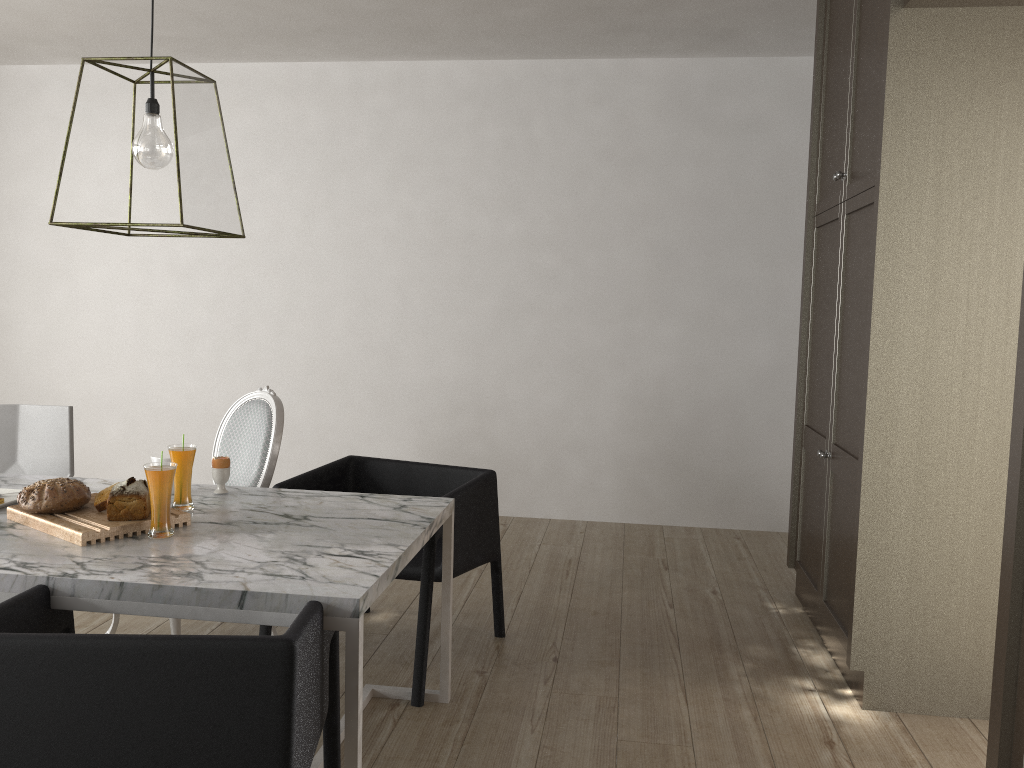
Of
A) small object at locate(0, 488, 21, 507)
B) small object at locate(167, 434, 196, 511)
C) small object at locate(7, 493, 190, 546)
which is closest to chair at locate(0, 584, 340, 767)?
small object at locate(7, 493, 190, 546)

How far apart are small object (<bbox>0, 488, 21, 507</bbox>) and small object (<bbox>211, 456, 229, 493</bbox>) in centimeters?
49cm

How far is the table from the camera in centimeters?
164cm

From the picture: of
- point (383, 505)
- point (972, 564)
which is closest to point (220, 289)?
point (383, 505)

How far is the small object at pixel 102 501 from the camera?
2.1m

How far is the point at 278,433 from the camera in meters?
2.8 m

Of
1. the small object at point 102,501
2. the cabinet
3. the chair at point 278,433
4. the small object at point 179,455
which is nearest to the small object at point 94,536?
the small object at point 102,501

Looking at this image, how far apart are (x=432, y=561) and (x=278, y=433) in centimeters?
71cm

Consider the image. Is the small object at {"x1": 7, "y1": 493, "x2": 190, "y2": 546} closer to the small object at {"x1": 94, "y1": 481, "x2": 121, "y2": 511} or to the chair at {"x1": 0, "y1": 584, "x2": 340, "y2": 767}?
the small object at {"x1": 94, "y1": 481, "x2": 121, "y2": 511}

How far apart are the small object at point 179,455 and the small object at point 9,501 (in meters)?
0.42
